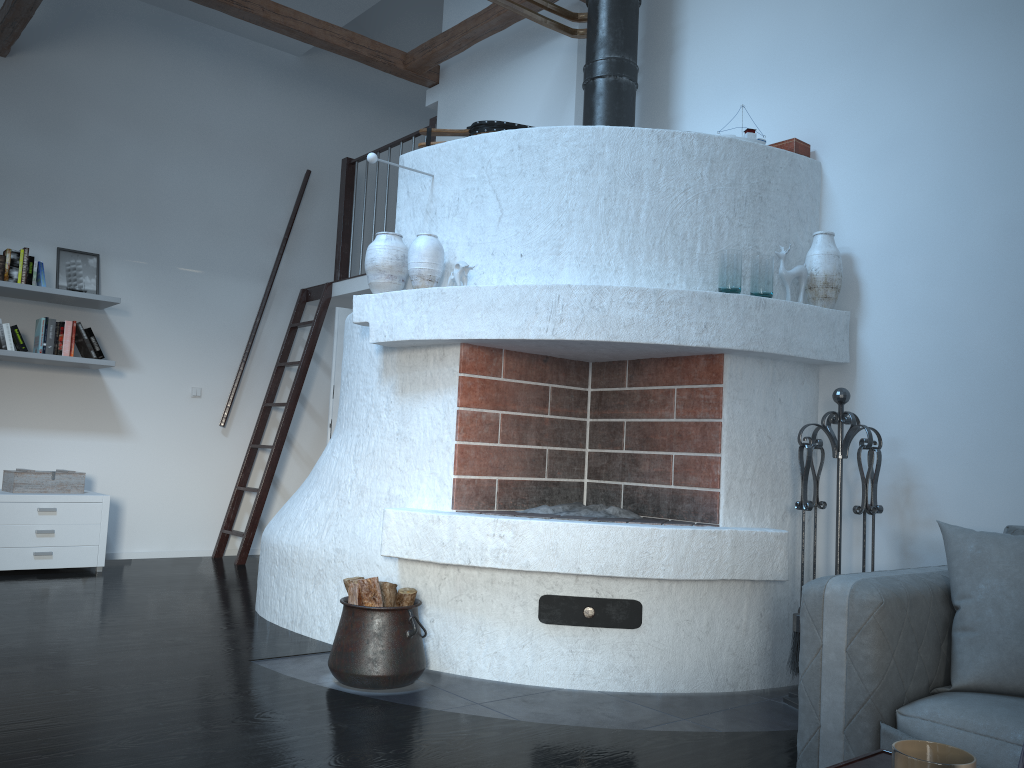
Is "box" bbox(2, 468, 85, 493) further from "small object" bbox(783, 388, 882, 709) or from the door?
"small object" bbox(783, 388, 882, 709)

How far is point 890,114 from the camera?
3.8m

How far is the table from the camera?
1.3m

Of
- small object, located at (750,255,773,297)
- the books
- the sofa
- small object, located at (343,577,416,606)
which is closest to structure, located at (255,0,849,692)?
small object, located at (750,255,773,297)

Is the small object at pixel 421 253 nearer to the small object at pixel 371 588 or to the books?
the small object at pixel 371 588

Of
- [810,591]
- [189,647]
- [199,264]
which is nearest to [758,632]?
[810,591]

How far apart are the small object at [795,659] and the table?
2.1 meters

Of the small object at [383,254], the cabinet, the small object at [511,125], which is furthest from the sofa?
the cabinet

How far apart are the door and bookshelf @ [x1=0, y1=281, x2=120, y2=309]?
1.7 meters

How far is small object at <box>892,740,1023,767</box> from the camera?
1.0m
